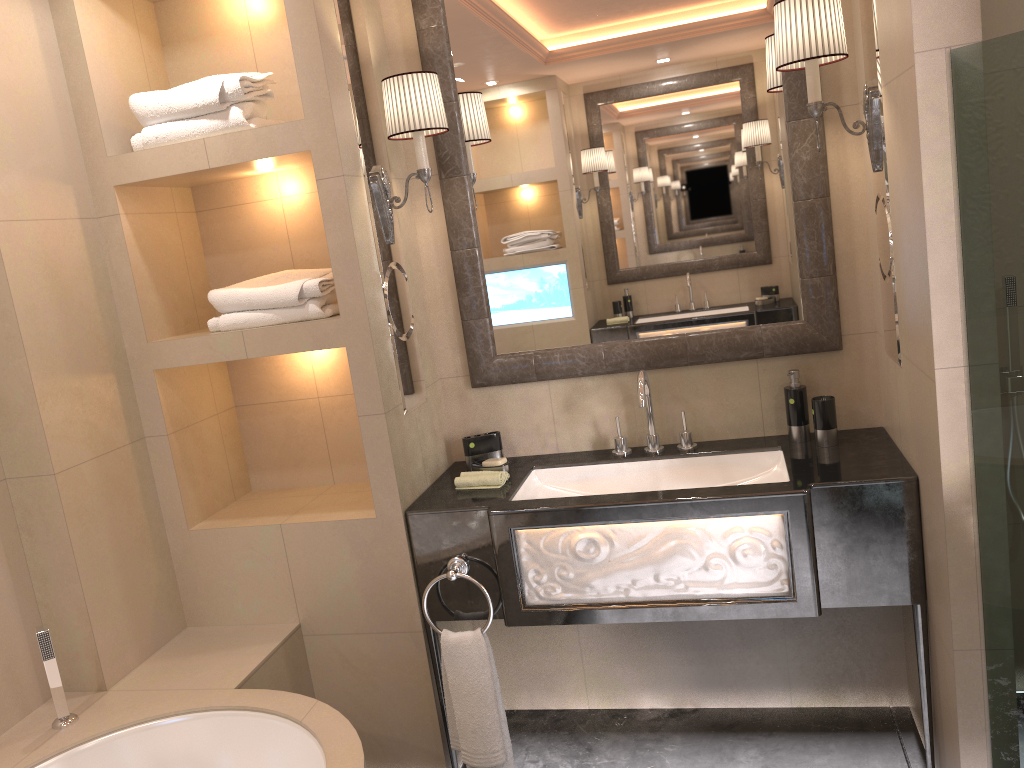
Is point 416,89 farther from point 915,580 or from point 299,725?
point 915,580

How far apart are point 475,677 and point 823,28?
1.9 meters

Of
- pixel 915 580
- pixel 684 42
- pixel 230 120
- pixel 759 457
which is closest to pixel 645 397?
pixel 759 457

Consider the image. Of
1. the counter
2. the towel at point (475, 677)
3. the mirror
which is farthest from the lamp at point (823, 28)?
the towel at point (475, 677)

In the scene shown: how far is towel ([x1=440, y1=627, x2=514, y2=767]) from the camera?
2.4m

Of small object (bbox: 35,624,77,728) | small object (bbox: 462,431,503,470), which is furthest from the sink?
small object (bbox: 35,624,77,728)

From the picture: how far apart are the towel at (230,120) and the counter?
0.6 meters

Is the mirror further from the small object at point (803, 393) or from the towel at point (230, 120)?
the towel at point (230, 120)

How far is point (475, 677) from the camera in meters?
2.4

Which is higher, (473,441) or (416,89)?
(416,89)
